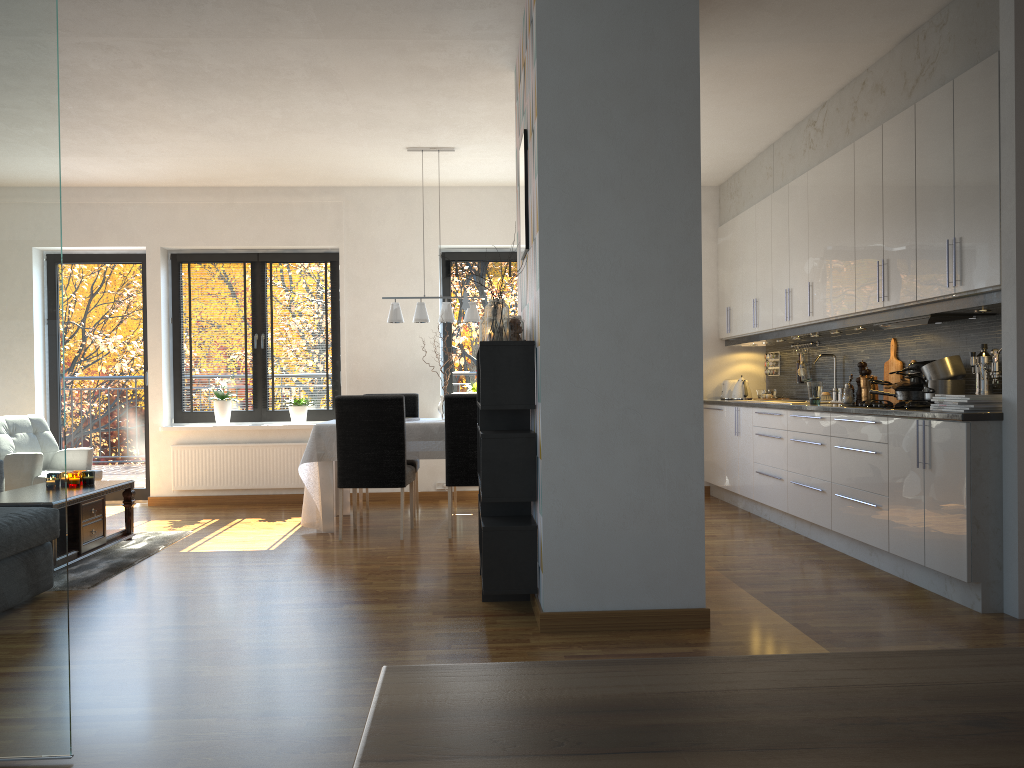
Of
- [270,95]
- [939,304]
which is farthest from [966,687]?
[270,95]

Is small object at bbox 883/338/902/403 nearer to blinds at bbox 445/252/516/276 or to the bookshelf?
the bookshelf

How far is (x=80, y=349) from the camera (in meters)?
7.95

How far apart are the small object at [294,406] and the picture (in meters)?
4.05

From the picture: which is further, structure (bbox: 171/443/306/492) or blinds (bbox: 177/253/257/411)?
blinds (bbox: 177/253/257/411)

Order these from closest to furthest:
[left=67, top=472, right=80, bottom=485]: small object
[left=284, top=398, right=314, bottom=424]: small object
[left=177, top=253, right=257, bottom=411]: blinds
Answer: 1. [left=67, top=472, right=80, bottom=485]: small object
2. [left=284, top=398, right=314, bottom=424]: small object
3. [left=177, top=253, right=257, bottom=411]: blinds

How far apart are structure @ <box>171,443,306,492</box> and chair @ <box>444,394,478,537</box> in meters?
2.3 m

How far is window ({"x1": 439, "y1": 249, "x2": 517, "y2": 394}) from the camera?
8.1 meters

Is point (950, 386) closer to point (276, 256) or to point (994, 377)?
point (994, 377)

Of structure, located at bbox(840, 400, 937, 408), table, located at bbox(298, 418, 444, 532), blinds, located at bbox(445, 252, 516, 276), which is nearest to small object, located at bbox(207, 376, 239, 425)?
table, located at bbox(298, 418, 444, 532)
